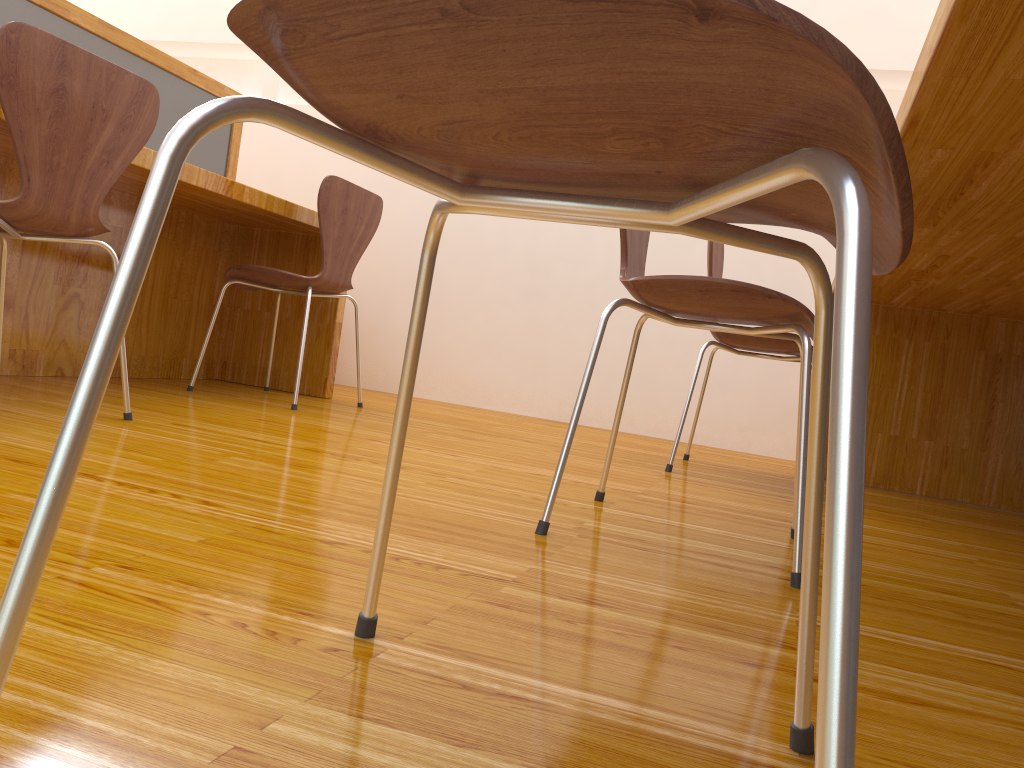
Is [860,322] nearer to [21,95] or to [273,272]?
[21,95]

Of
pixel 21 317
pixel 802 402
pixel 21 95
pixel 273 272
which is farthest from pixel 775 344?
pixel 21 317

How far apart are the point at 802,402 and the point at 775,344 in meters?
1.1

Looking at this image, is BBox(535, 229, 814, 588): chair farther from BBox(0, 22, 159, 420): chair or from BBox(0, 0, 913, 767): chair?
BBox(0, 22, 159, 420): chair

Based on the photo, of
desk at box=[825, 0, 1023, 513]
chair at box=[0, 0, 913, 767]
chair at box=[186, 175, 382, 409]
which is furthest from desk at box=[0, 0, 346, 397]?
desk at box=[825, 0, 1023, 513]

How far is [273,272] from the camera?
2.6m

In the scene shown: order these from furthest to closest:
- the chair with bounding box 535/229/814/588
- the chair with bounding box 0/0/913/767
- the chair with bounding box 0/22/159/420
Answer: the chair with bounding box 0/22/159/420
the chair with bounding box 535/229/814/588
the chair with bounding box 0/0/913/767

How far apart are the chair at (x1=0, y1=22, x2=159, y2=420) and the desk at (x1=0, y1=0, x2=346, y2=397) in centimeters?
23cm

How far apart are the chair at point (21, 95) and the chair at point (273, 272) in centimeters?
71cm

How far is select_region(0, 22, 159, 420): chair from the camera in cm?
151
